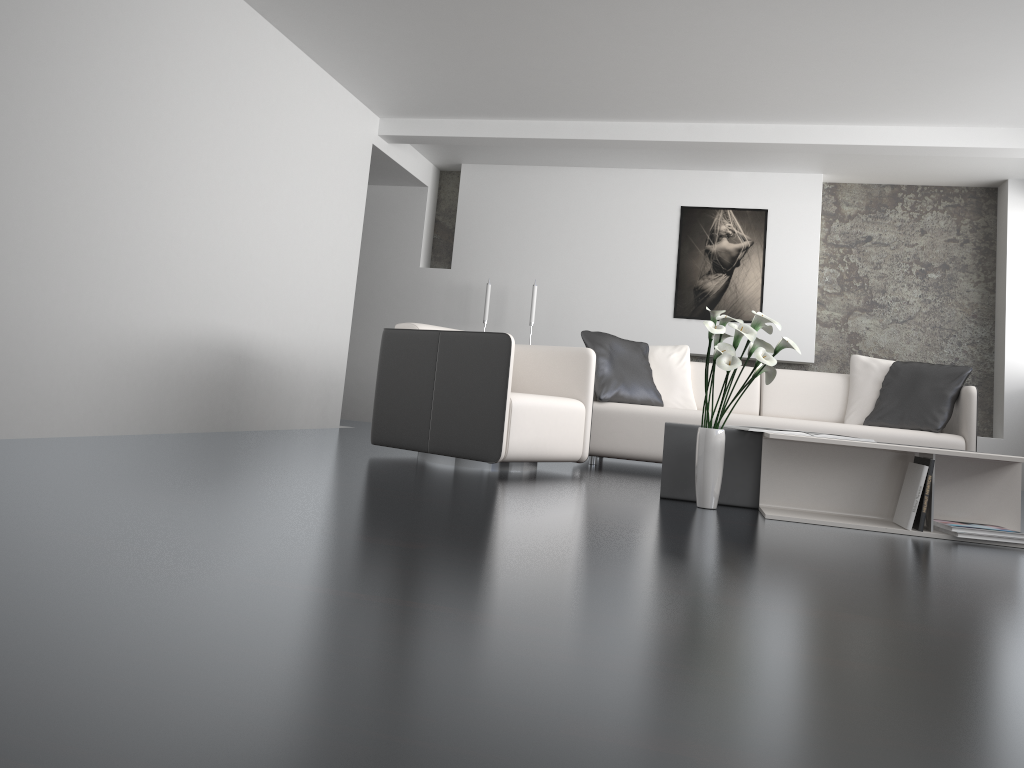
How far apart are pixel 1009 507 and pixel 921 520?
0.5m

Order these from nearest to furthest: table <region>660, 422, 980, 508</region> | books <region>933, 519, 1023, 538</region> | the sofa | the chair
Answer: books <region>933, 519, 1023, 538</region> → table <region>660, 422, 980, 508</region> → the chair → the sofa

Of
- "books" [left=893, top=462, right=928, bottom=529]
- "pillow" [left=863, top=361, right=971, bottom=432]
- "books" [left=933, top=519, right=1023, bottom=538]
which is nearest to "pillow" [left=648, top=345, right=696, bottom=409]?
"pillow" [left=863, top=361, right=971, bottom=432]

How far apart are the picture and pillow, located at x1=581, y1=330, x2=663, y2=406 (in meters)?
1.99

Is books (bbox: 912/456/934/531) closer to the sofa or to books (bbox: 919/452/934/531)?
books (bbox: 919/452/934/531)

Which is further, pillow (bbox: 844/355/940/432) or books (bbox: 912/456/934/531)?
pillow (bbox: 844/355/940/432)

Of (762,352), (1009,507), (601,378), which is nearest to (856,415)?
(601,378)

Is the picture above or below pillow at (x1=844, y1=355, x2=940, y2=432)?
above

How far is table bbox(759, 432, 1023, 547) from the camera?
3.46m

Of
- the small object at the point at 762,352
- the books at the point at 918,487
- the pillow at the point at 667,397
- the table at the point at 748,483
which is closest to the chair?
the table at the point at 748,483
